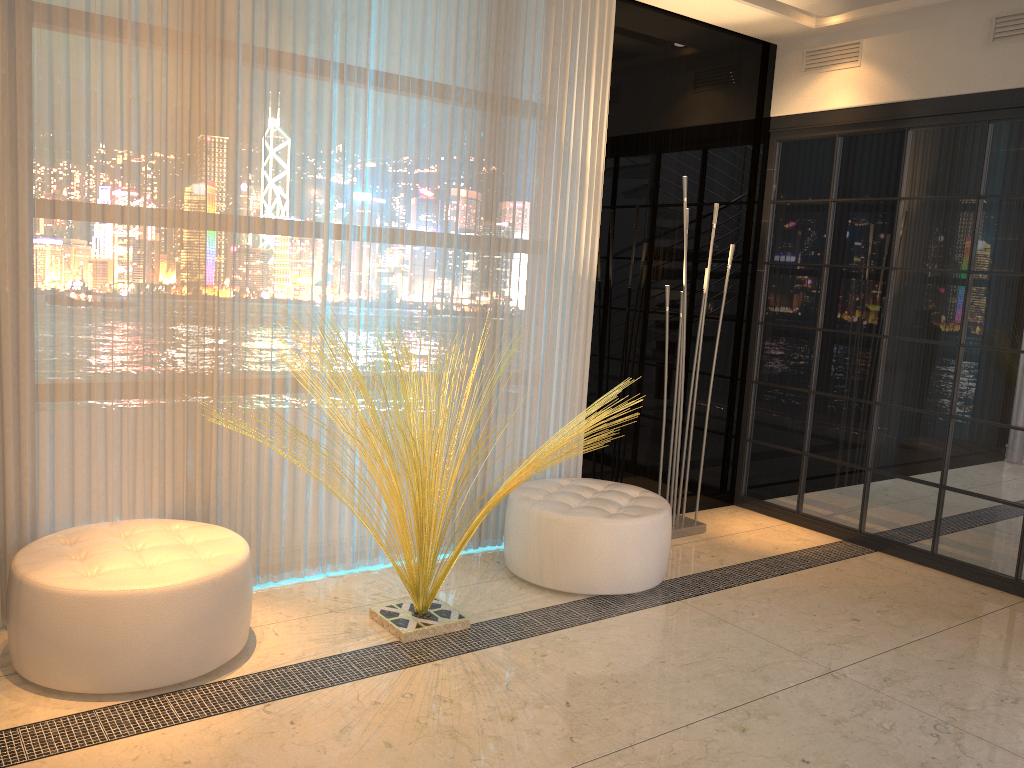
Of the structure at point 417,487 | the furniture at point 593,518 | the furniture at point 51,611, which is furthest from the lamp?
the furniture at point 51,611

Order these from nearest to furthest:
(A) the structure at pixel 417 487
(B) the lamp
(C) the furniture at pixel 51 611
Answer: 1. (C) the furniture at pixel 51 611
2. (A) the structure at pixel 417 487
3. (B) the lamp

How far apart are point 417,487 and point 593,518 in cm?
87

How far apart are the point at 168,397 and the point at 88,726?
1.2 meters

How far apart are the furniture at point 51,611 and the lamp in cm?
229

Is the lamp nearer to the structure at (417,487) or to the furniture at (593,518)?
the furniture at (593,518)

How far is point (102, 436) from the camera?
3.10m

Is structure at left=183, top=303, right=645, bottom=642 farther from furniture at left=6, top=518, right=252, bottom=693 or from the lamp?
the lamp

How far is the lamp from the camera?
4.5 meters

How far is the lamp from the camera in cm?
445
